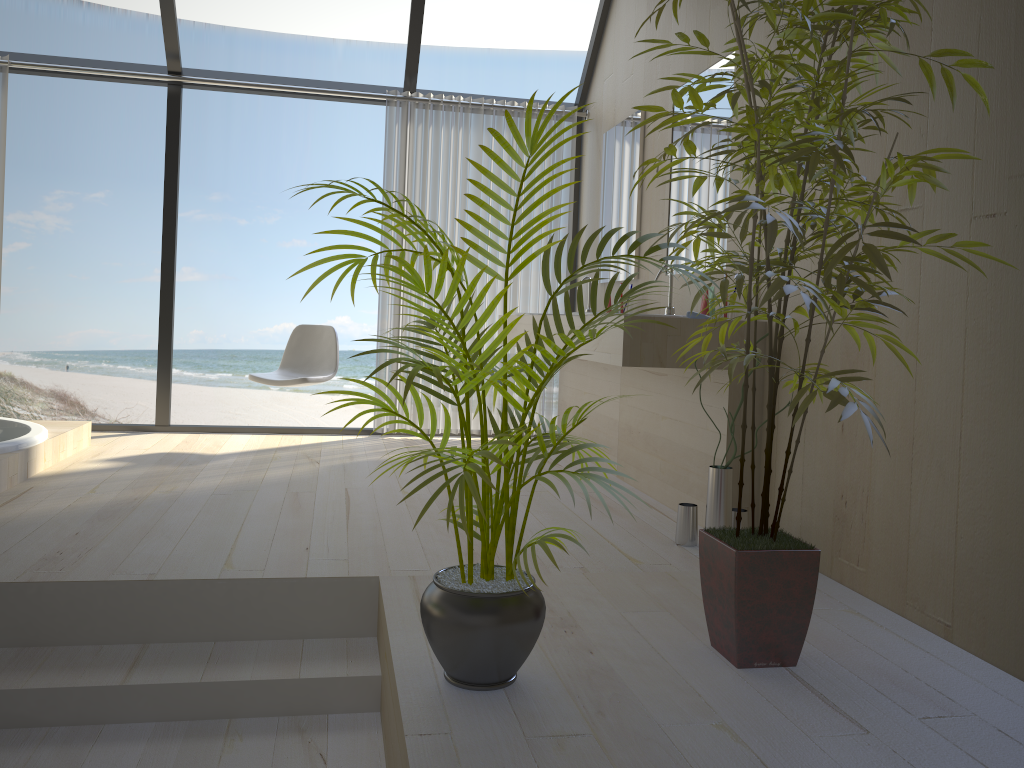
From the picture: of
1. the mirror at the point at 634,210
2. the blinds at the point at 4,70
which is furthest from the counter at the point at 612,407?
the blinds at the point at 4,70

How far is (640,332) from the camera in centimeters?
305cm

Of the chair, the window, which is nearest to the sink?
the chair

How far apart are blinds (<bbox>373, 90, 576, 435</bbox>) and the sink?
1.9m

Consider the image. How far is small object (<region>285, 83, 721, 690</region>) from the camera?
1.6m

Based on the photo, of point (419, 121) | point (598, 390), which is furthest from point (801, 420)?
point (419, 121)

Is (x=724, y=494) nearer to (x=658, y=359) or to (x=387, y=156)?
(x=658, y=359)

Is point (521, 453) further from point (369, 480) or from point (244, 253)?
point (244, 253)

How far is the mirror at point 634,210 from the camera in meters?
4.5 m

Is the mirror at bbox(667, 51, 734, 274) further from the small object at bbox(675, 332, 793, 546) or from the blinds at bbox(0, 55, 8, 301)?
the blinds at bbox(0, 55, 8, 301)
